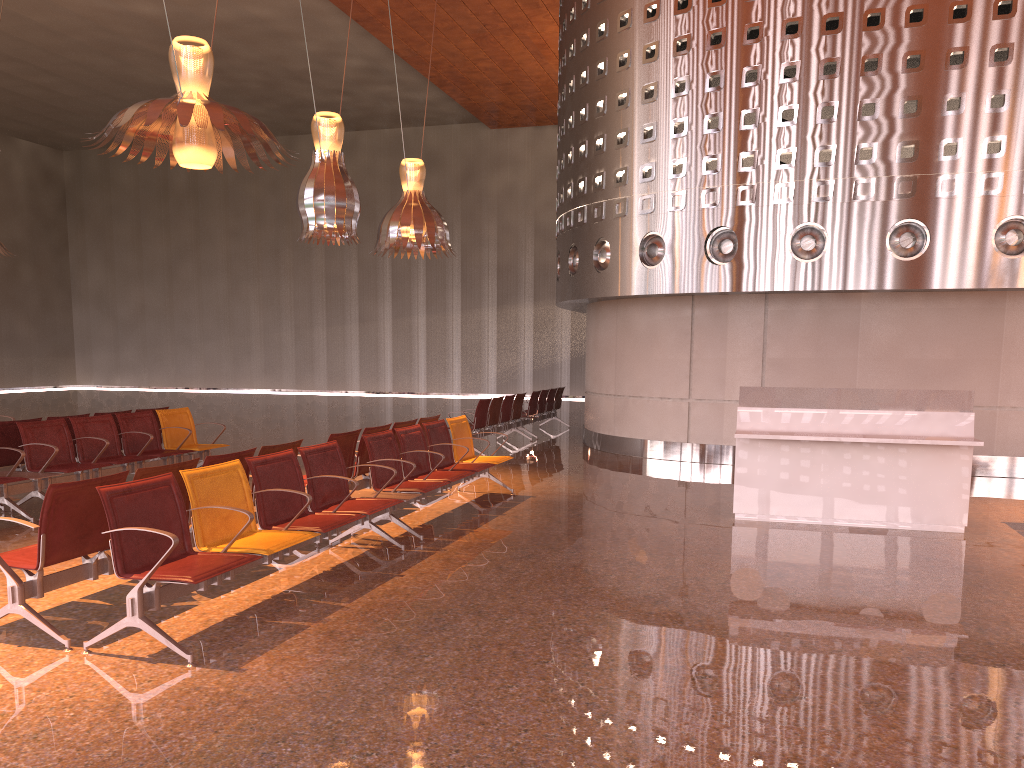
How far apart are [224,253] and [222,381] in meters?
4.9 m
